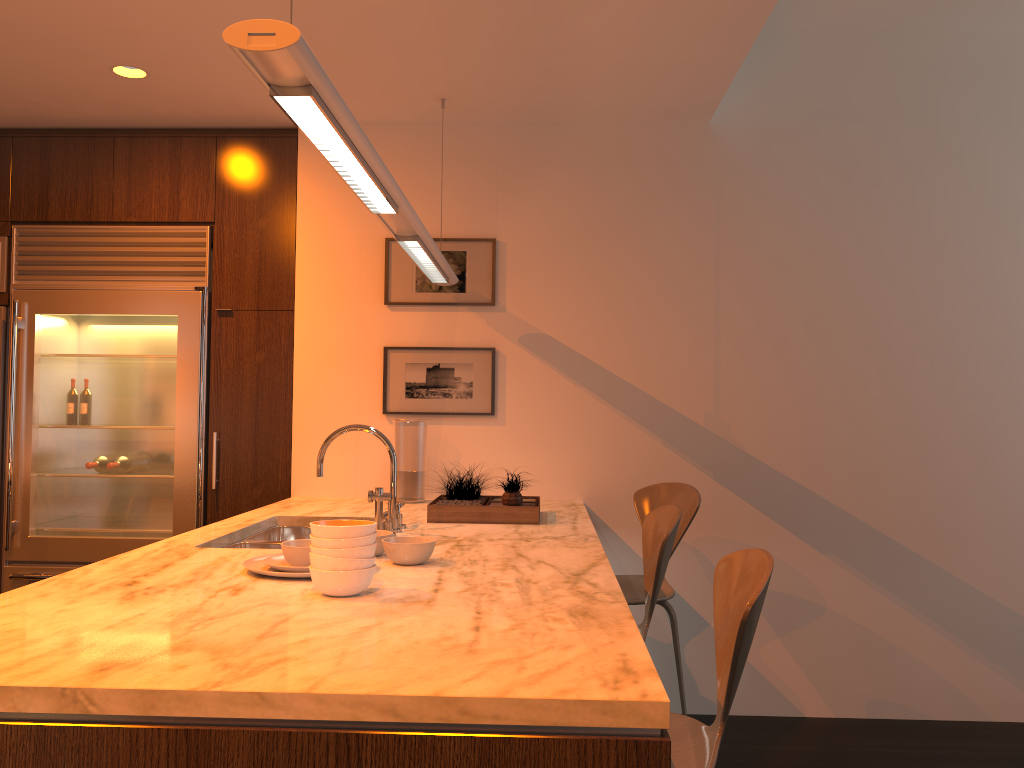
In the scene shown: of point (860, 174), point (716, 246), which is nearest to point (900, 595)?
point (716, 246)

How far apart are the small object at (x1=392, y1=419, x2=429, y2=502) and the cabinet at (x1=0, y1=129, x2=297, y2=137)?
1.5m

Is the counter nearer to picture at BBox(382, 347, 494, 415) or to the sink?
the sink

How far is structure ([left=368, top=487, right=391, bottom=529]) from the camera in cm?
256

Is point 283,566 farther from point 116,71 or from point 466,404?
point 116,71

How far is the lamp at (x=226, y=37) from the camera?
1.3 meters

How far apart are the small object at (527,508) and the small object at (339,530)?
1.15m

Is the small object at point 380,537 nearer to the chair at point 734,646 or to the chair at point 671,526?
the chair at point 671,526

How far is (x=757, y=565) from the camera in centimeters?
164cm

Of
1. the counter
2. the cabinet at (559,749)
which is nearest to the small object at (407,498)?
the counter
